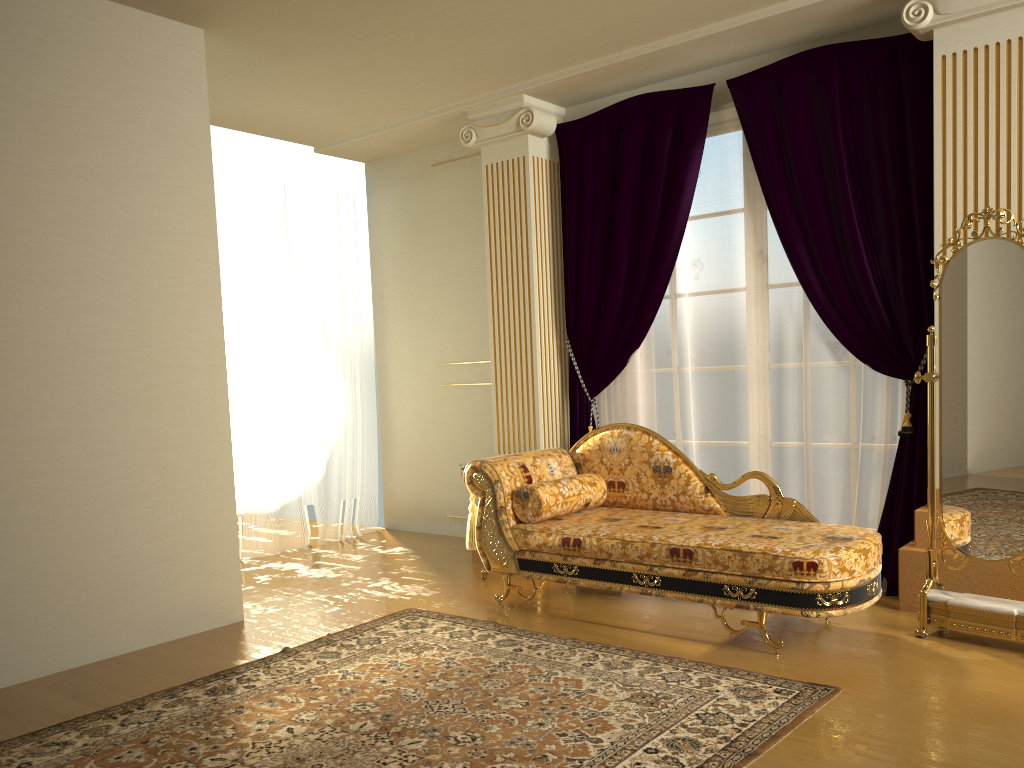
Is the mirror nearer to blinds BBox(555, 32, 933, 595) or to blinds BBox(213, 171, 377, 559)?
blinds BBox(555, 32, 933, 595)

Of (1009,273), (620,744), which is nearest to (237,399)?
(620,744)

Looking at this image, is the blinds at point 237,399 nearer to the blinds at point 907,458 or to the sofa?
the blinds at point 907,458

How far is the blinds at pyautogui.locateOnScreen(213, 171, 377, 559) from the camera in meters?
5.8 m

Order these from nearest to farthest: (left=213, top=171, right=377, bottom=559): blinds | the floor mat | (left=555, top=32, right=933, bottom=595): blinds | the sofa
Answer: the floor mat
the sofa
(left=555, top=32, right=933, bottom=595): blinds
(left=213, top=171, right=377, bottom=559): blinds

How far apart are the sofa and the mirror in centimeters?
23cm

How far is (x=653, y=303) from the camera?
4.98m

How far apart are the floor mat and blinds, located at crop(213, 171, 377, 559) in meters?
2.0

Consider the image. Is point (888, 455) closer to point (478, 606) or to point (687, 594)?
point (687, 594)

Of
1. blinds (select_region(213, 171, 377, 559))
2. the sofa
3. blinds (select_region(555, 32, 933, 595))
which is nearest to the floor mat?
the sofa
